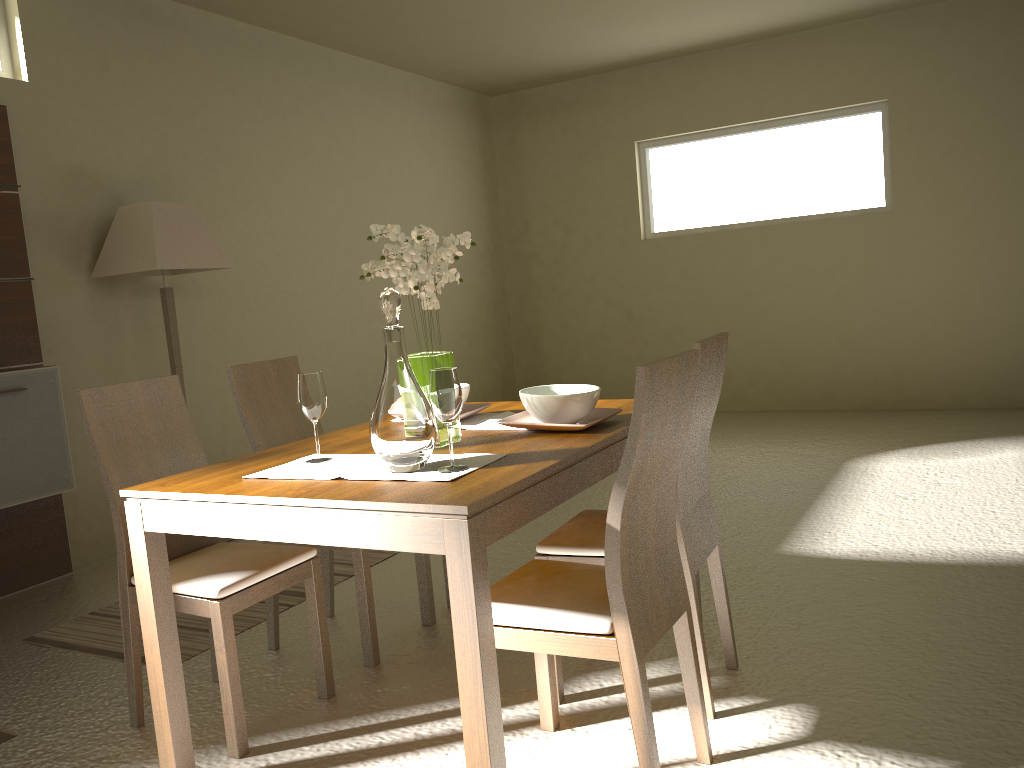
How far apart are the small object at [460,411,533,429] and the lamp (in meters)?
2.19

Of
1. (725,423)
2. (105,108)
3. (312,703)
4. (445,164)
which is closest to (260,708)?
(312,703)

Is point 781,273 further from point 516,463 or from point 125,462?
point 125,462

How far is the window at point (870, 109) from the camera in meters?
6.8

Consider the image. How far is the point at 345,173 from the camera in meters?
6.4

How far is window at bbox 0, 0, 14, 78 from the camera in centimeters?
428cm

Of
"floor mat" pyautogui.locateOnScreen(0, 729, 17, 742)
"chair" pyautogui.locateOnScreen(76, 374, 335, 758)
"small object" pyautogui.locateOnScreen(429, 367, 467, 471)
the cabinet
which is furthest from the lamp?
"small object" pyautogui.locateOnScreen(429, 367, 467, 471)

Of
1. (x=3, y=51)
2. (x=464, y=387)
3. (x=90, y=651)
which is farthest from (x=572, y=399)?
(x=3, y=51)

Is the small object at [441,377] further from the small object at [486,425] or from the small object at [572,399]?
the small object at [486,425]

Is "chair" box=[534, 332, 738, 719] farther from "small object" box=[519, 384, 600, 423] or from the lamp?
the lamp
